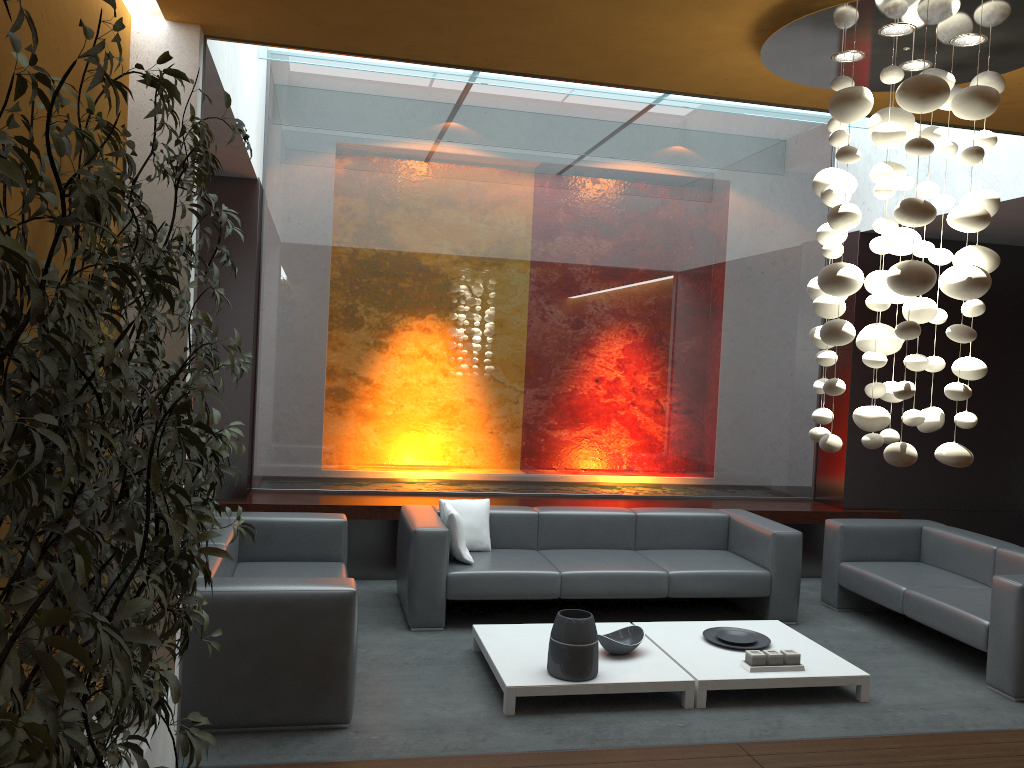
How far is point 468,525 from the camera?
6.2m

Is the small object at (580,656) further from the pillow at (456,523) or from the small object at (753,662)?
the pillow at (456,523)

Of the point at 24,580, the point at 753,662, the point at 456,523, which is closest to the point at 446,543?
the point at 456,523

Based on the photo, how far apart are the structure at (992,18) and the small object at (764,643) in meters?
2.2

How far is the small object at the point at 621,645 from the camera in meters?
4.8

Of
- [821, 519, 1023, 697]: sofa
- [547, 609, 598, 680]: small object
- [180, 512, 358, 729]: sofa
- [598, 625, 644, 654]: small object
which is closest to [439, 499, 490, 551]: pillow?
[180, 512, 358, 729]: sofa

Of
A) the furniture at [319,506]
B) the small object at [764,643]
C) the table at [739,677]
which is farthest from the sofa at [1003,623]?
the small object at [764,643]

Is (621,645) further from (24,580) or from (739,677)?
(24,580)

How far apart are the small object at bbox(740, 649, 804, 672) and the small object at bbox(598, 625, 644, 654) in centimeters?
57cm

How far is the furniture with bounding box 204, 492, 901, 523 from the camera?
6.65m
